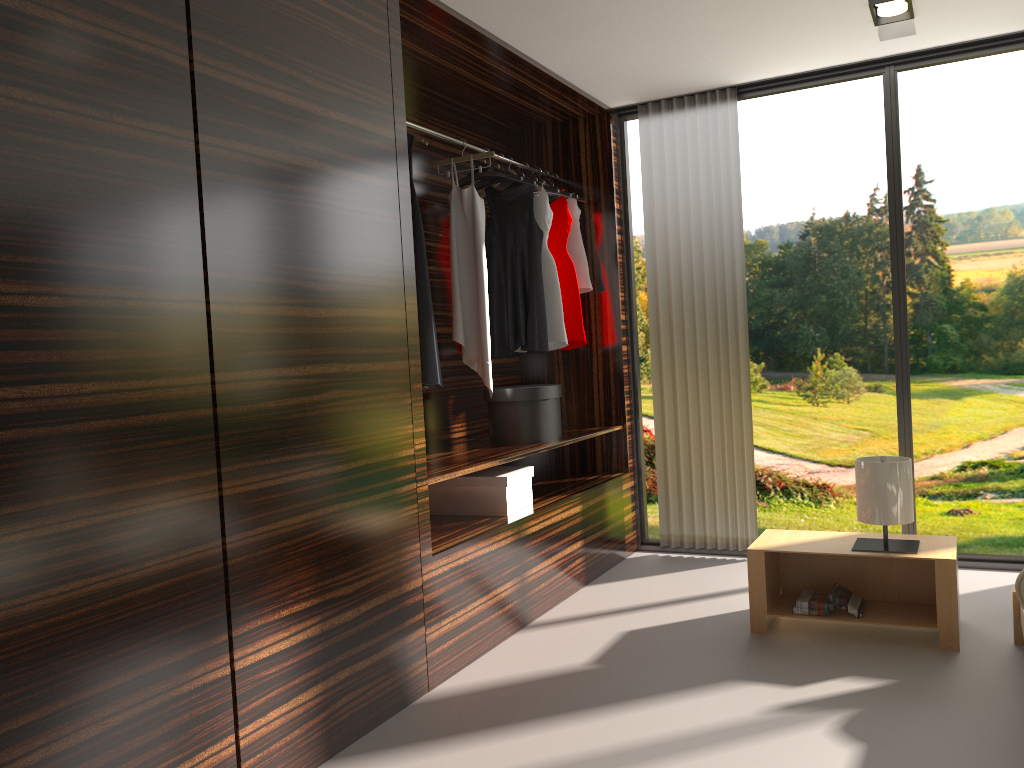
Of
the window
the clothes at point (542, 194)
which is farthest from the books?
the clothes at point (542, 194)

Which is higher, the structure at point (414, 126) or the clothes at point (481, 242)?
the structure at point (414, 126)

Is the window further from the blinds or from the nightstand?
the nightstand

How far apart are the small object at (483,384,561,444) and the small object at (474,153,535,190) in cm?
100

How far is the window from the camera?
4.1 meters

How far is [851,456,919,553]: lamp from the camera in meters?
3.2

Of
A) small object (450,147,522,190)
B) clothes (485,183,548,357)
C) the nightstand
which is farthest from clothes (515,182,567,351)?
the nightstand

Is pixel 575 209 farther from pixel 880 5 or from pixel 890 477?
pixel 890 477

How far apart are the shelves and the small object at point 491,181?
1.23m

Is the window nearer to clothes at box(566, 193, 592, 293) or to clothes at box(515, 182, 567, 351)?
clothes at box(566, 193, 592, 293)
